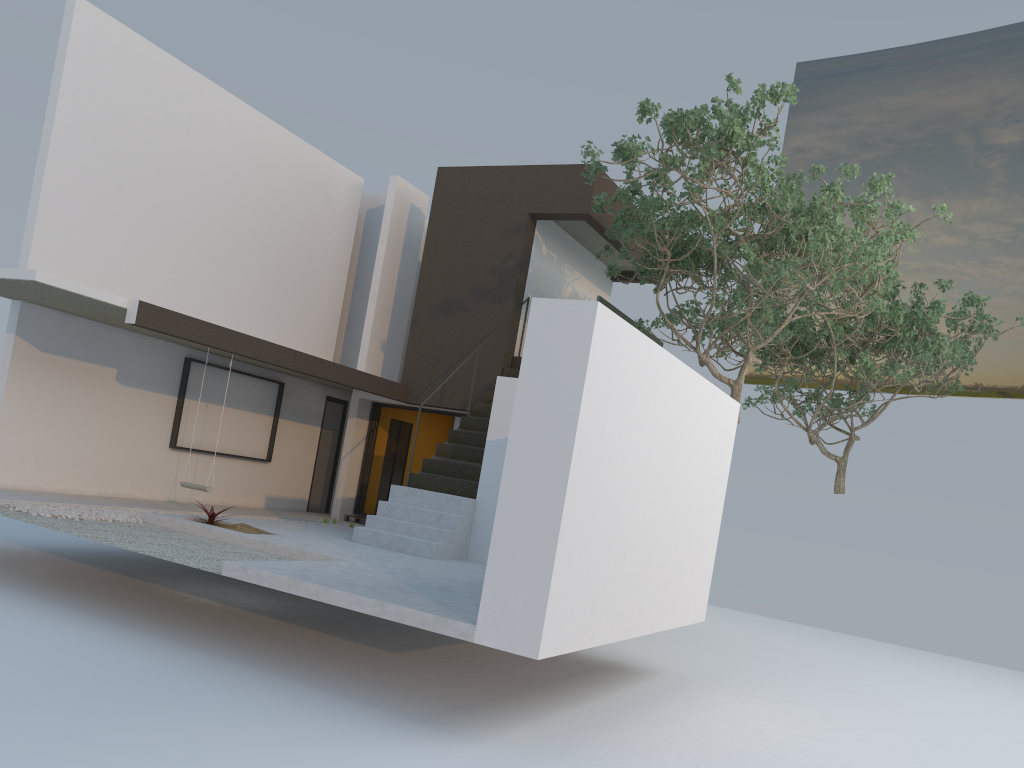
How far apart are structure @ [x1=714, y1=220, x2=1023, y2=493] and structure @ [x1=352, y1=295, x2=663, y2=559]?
2.79m

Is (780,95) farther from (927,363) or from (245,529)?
(927,363)

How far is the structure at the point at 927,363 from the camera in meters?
15.2 m

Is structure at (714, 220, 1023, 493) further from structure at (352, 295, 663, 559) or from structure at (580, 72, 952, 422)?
structure at (352, 295, 663, 559)

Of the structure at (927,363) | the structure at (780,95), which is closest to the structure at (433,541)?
the structure at (780,95)

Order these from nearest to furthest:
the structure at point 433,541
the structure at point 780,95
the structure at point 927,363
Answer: the structure at point 780,95, the structure at point 433,541, the structure at point 927,363

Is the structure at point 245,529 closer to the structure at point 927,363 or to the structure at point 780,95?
the structure at point 780,95

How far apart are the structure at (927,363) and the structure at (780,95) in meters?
1.5 m

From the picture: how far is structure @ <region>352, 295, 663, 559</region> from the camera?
10.07m

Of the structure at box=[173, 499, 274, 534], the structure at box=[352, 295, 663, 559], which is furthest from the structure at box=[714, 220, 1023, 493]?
the structure at box=[173, 499, 274, 534]
